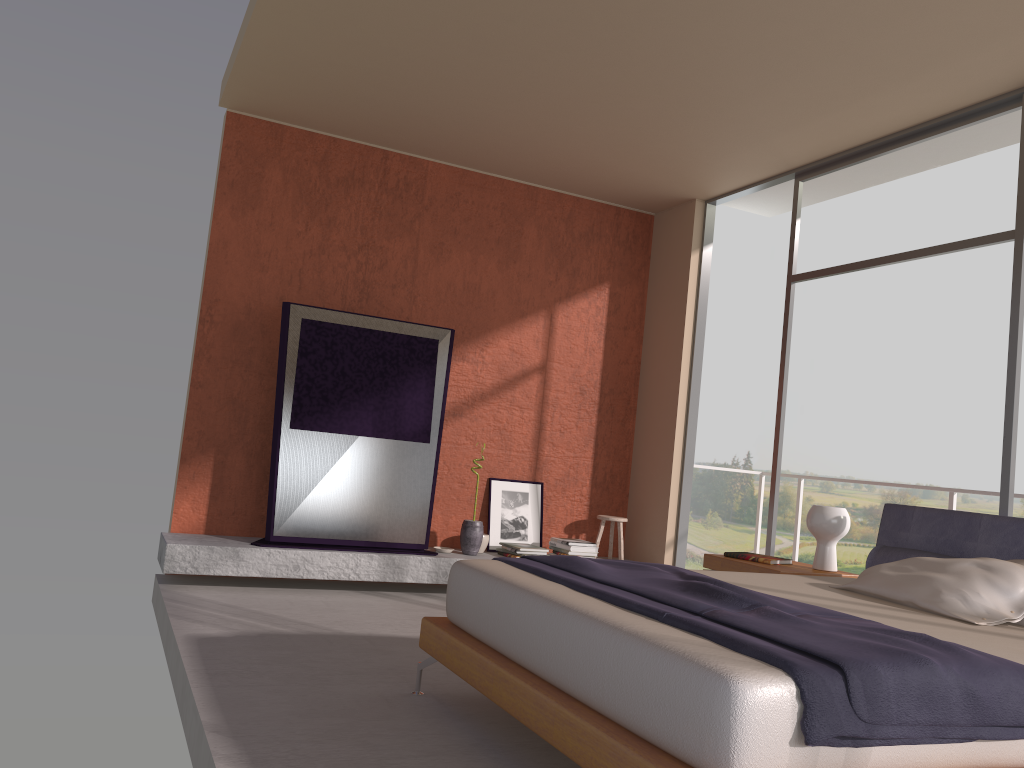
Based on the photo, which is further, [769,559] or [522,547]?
[522,547]

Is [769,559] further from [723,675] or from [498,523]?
[723,675]

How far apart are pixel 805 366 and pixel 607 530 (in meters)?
17.14

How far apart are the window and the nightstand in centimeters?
84cm

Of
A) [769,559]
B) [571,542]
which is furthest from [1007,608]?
[571,542]

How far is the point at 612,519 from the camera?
6.8 meters

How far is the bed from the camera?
2.0 meters

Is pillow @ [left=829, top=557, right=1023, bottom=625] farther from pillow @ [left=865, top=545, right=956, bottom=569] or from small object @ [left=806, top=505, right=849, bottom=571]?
small object @ [left=806, top=505, right=849, bottom=571]

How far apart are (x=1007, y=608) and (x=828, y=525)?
1.39m

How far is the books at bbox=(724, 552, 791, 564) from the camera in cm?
476
